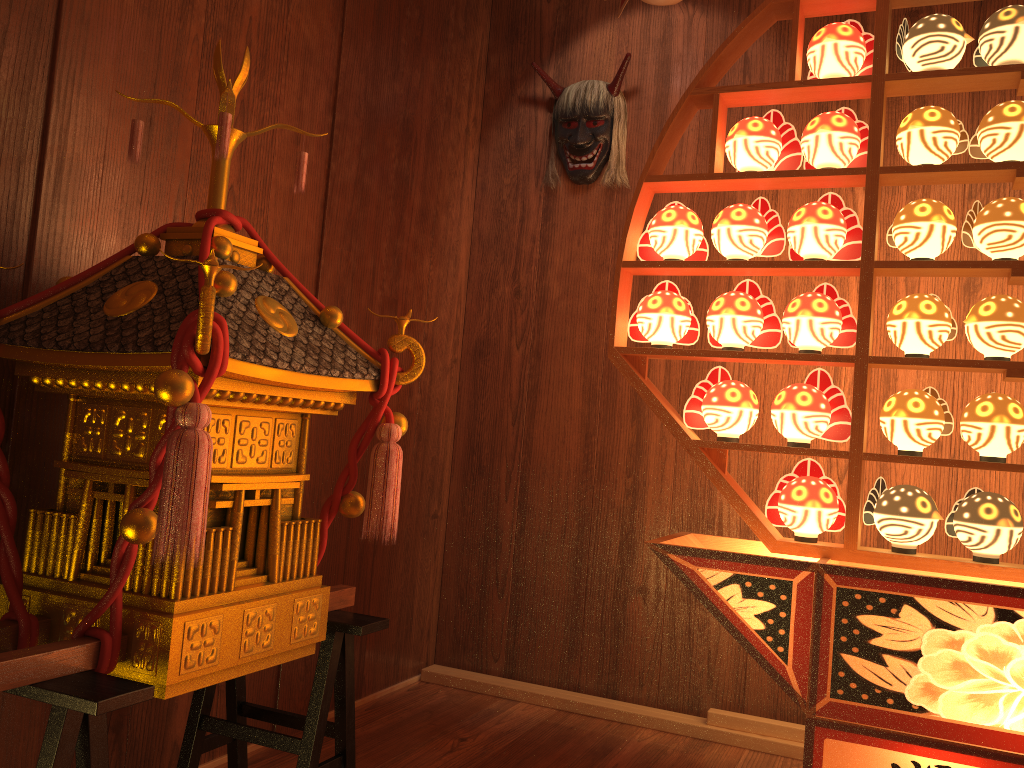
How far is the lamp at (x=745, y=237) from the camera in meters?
2.1 m

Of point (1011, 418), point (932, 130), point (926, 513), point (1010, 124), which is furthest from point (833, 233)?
point (926, 513)

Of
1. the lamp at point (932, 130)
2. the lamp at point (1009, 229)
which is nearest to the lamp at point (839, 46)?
the lamp at point (932, 130)

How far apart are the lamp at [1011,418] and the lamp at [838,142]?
0.62m

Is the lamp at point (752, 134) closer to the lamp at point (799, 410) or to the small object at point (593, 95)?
the lamp at point (799, 410)

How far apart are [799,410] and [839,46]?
0.9m

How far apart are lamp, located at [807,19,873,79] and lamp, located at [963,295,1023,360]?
0.6 meters

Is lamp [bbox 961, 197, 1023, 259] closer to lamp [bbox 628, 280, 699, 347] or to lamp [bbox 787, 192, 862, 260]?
lamp [bbox 787, 192, 862, 260]

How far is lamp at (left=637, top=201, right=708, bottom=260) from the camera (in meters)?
2.18

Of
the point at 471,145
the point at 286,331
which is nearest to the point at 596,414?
the point at 471,145
